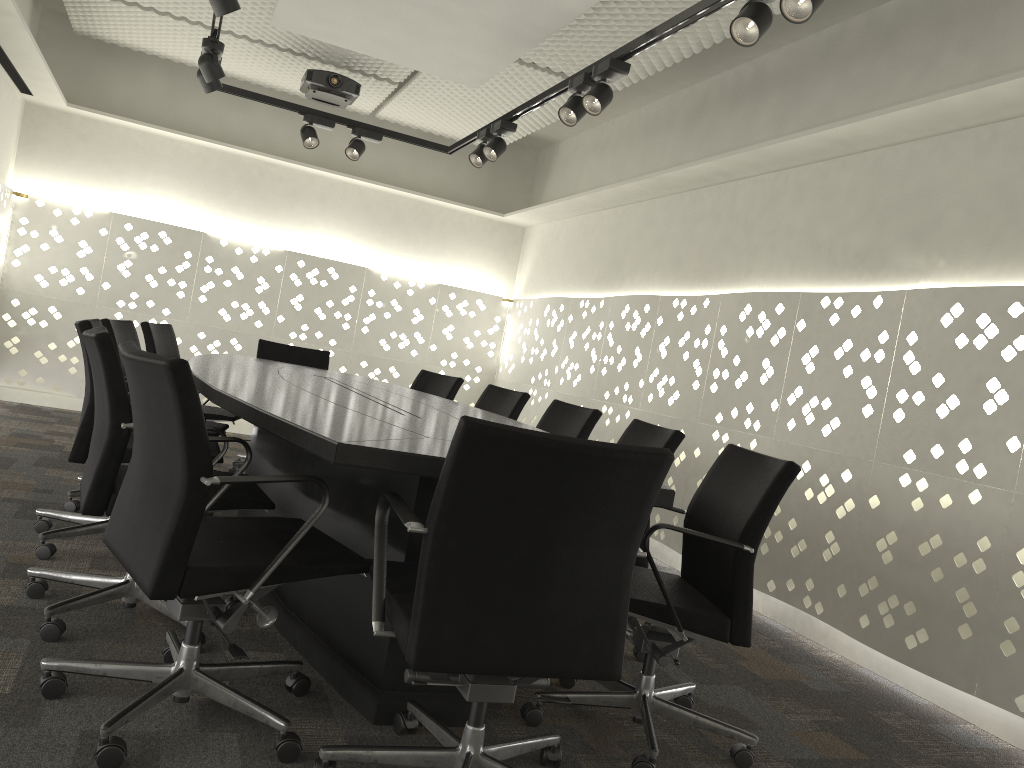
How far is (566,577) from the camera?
1.6 meters

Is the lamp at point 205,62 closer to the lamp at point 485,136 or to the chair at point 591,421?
the lamp at point 485,136

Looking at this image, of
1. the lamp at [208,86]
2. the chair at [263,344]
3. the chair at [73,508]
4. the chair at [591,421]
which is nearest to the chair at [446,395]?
the chair at [263,344]

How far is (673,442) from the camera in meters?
2.8 m

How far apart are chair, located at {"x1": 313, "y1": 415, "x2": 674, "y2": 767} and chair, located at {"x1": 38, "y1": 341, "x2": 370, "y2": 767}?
0.0 meters

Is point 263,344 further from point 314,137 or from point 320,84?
point 320,84

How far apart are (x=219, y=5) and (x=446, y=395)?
2.22m

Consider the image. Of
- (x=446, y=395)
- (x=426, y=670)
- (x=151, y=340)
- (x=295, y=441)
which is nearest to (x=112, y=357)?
(x=295, y=441)

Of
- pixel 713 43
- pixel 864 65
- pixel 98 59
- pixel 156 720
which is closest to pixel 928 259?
pixel 864 65

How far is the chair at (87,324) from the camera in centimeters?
275cm
